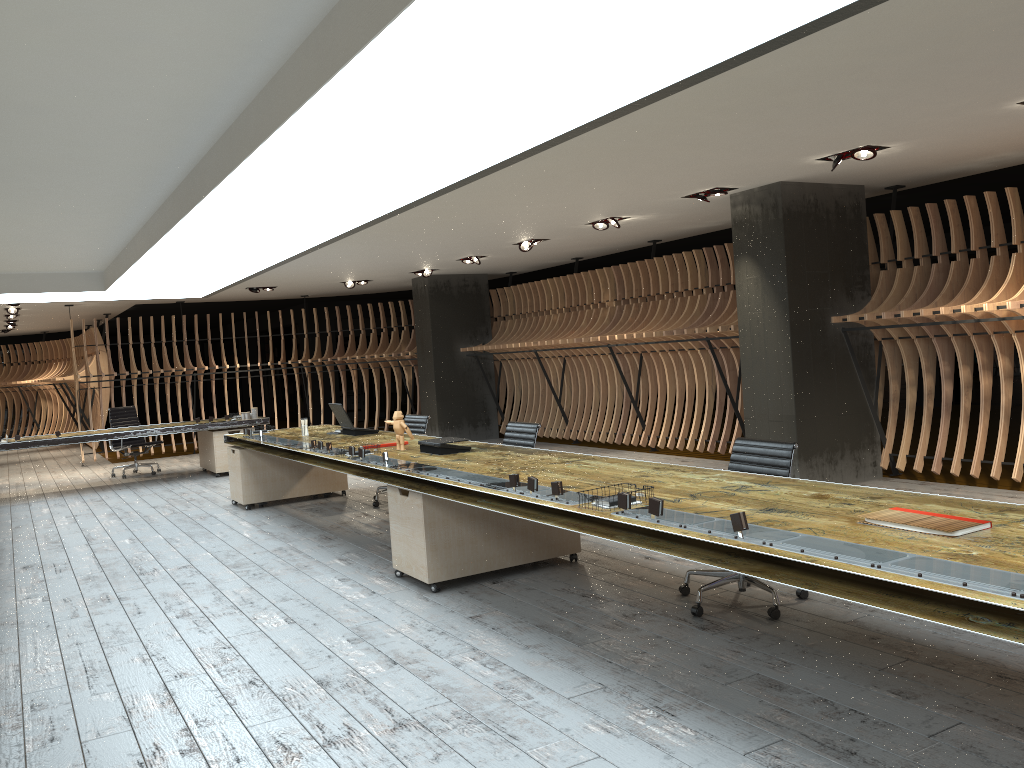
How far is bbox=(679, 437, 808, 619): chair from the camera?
4.68m

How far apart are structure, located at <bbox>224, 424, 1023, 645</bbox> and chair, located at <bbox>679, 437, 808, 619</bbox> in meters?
0.4 m

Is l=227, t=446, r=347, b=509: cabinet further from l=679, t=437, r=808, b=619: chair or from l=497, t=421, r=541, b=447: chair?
l=679, t=437, r=808, b=619: chair

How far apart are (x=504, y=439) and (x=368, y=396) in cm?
964

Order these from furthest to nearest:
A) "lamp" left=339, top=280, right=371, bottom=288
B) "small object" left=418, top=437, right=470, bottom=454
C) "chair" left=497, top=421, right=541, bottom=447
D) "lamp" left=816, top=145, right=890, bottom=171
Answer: "lamp" left=339, top=280, right=371, bottom=288 → "chair" left=497, top=421, right=541, bottom=447 → "lamp" left=816, top=145, right=890, bottom=171 → "small object" left=418, top=437, right=470, bottom=454

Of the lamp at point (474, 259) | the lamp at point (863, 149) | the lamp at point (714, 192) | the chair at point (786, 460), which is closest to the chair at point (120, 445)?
the lamp at point (474, 259)

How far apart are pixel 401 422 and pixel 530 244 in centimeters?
463cm

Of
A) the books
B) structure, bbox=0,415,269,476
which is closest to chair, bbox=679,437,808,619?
the books

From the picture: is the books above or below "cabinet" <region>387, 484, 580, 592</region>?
above

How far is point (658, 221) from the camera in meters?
9.9 m
